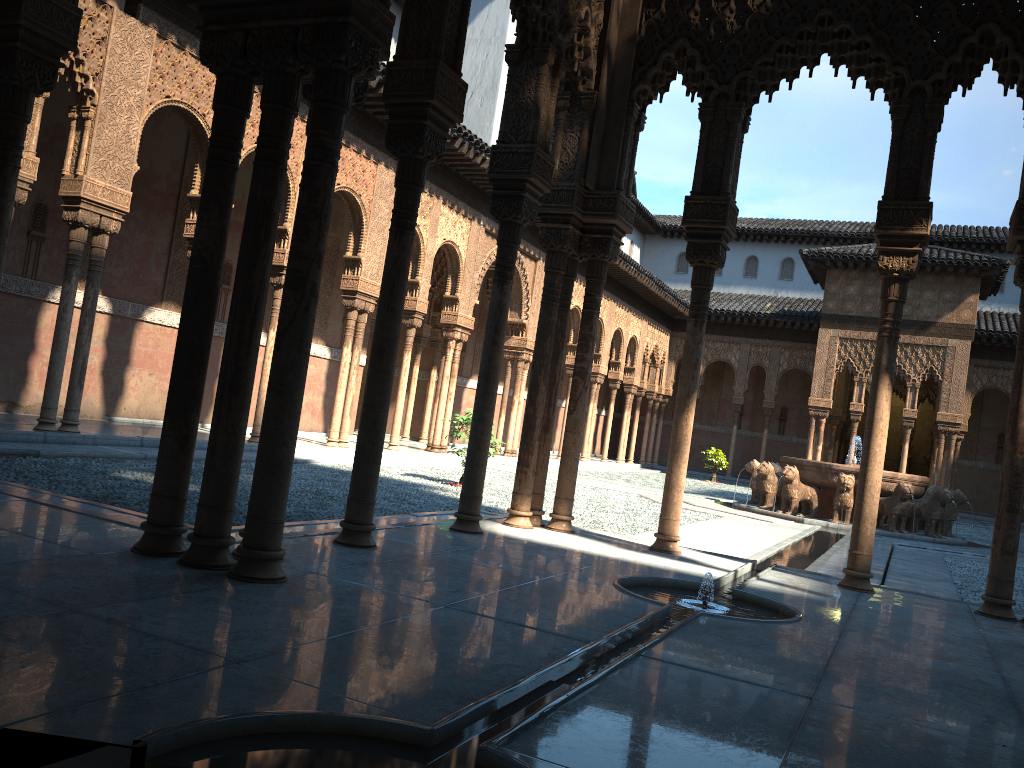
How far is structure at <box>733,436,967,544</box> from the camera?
17.2 meters

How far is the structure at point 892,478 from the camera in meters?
17.2 m

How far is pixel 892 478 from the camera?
17.2 meters
